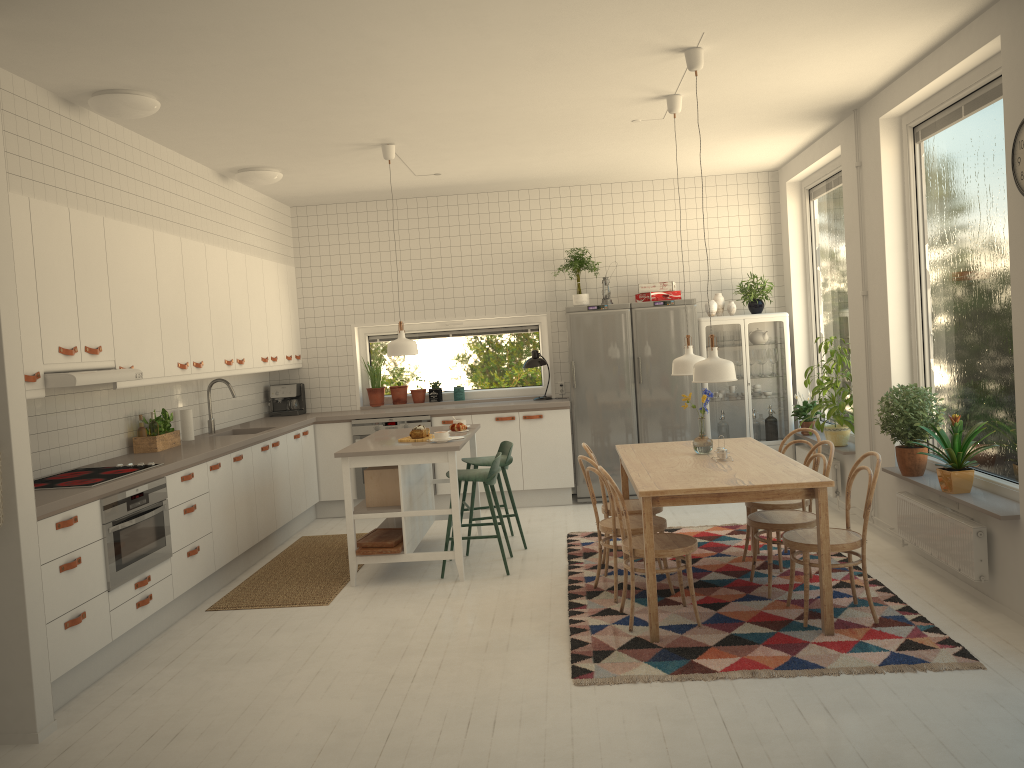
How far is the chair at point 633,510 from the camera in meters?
5.4

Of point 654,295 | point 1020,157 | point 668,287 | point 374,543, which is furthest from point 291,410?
point 1020,157

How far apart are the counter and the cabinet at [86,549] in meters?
0.1

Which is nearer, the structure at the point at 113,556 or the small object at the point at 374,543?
the structure at the point at 113,556

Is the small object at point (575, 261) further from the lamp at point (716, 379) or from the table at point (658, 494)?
the lamp at point (716, 379)

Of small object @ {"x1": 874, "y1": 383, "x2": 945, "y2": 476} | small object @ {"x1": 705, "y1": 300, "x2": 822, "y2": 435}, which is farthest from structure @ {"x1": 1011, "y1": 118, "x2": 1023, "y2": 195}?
small object @ {"x1": 705, "y1": 300, "x2": 822, "y2": 435}

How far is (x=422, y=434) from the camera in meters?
5.9

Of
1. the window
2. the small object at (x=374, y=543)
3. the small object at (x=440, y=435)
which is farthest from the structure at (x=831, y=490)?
the window

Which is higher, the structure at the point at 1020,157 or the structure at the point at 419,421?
the structure at the point at 1020,157

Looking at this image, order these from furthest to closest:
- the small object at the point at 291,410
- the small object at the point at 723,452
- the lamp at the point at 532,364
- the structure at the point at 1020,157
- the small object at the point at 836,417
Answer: the small object at the point at 291,410, the lamp at the point at 532,364, the small object at the point at 836,417, the small object at the point at 723,452, the structure at the point at 1020,157
